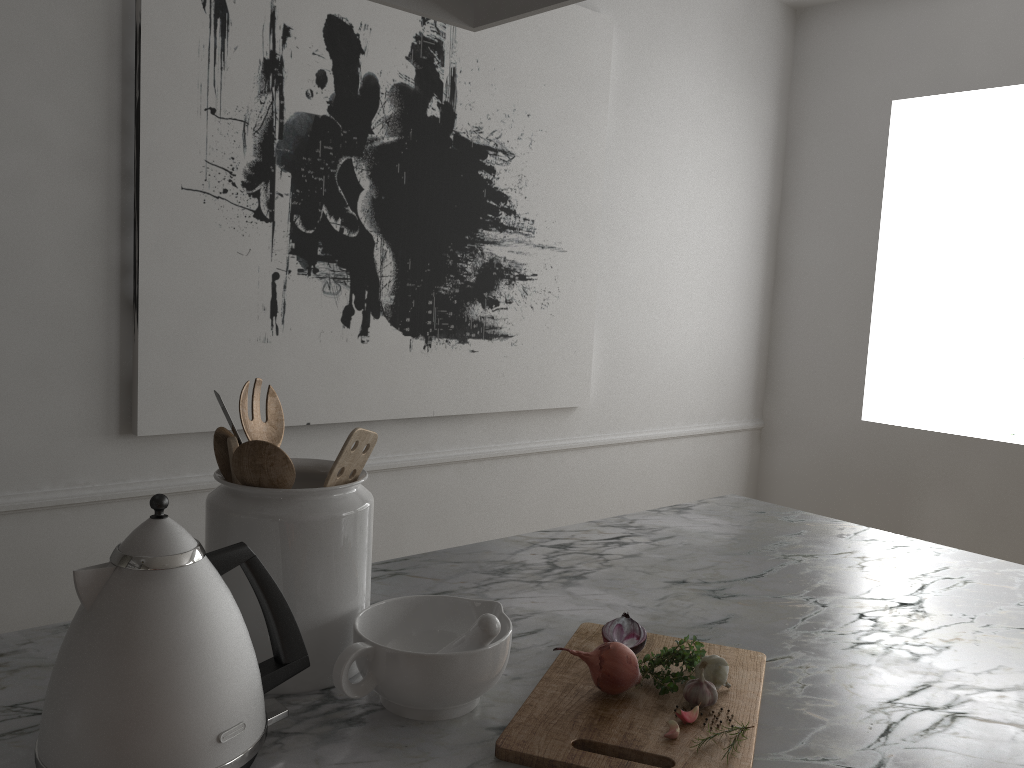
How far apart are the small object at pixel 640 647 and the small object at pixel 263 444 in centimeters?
39cm

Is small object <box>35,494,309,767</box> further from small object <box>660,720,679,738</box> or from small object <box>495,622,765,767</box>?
small object <box>660,720,679,738</box>

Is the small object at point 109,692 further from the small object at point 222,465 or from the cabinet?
the small object at point 222,465

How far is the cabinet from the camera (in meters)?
0.83

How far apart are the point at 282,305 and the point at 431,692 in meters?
1.6

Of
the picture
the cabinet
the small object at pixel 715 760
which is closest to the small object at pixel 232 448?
the cabinet

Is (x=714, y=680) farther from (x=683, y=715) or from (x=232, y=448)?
(x=232, y=448)

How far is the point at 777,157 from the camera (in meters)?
3.77

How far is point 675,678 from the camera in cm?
91

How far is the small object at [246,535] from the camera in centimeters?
87cm
